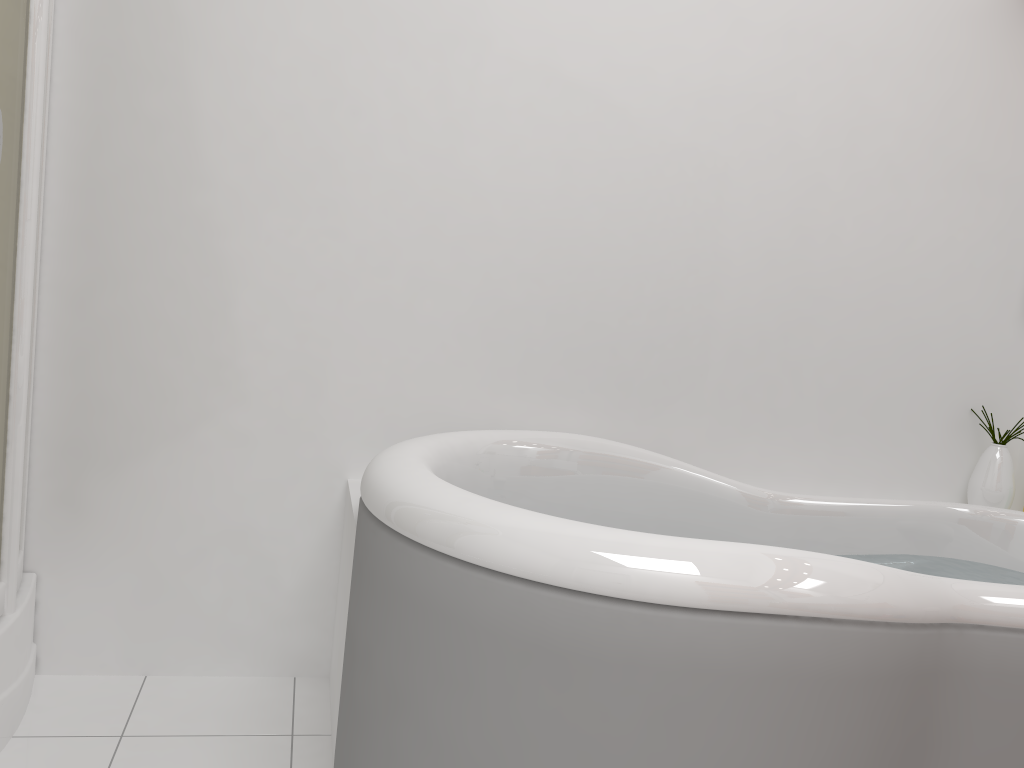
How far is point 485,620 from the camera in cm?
124

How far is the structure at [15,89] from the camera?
1.6 meters

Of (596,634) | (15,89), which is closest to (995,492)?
(596,634)

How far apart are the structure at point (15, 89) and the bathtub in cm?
61

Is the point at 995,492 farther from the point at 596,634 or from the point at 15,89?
the point at 15,89

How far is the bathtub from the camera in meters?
1.2

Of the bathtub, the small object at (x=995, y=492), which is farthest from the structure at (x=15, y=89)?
the small object at (x=995, y=492)

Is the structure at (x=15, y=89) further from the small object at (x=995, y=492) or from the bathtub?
the small object at (x=995, y=492)

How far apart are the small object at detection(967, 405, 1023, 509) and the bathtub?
0.17m

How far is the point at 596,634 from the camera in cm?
118
